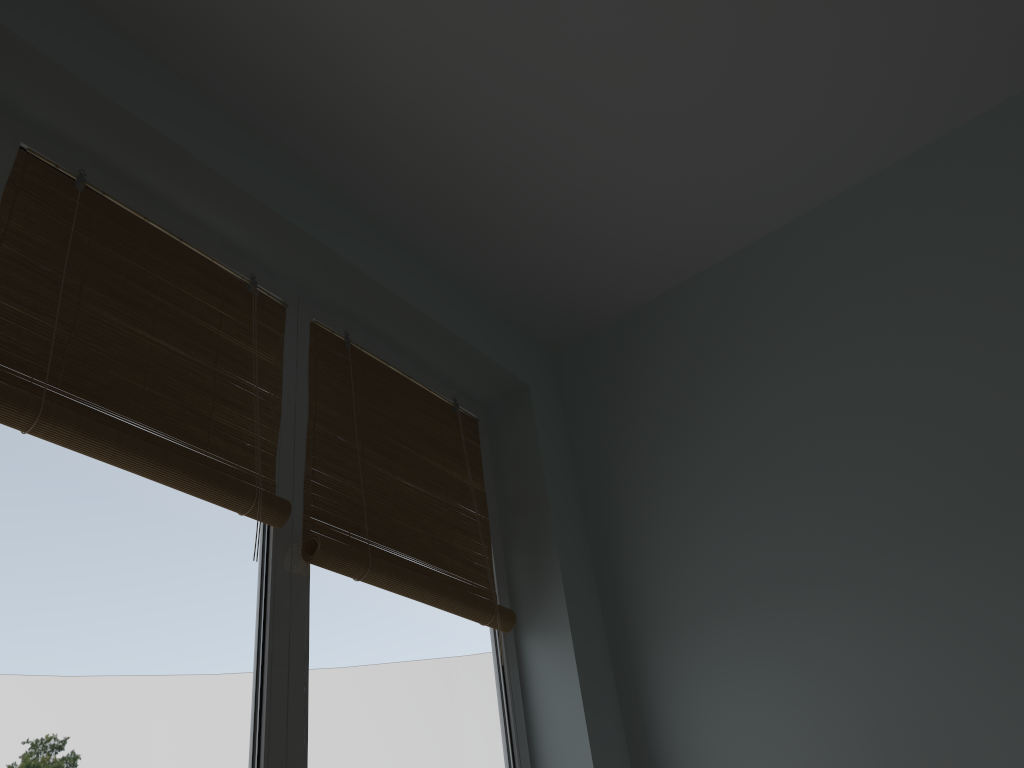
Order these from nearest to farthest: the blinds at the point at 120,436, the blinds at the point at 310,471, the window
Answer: the window < the blinds at the point at 120,436 < the blinds at the point at 310,471

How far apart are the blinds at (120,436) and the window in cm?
1

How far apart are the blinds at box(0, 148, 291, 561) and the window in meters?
0.0 m

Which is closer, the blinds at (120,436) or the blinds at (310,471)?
the blinds at (120,436)

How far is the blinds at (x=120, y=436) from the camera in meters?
1.2

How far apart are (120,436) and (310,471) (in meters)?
0.38

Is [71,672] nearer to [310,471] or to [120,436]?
[120,436]

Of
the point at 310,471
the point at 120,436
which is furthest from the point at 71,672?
the point at 310,471

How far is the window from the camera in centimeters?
103cm

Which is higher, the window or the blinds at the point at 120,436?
the blinds at the point at 120,436
